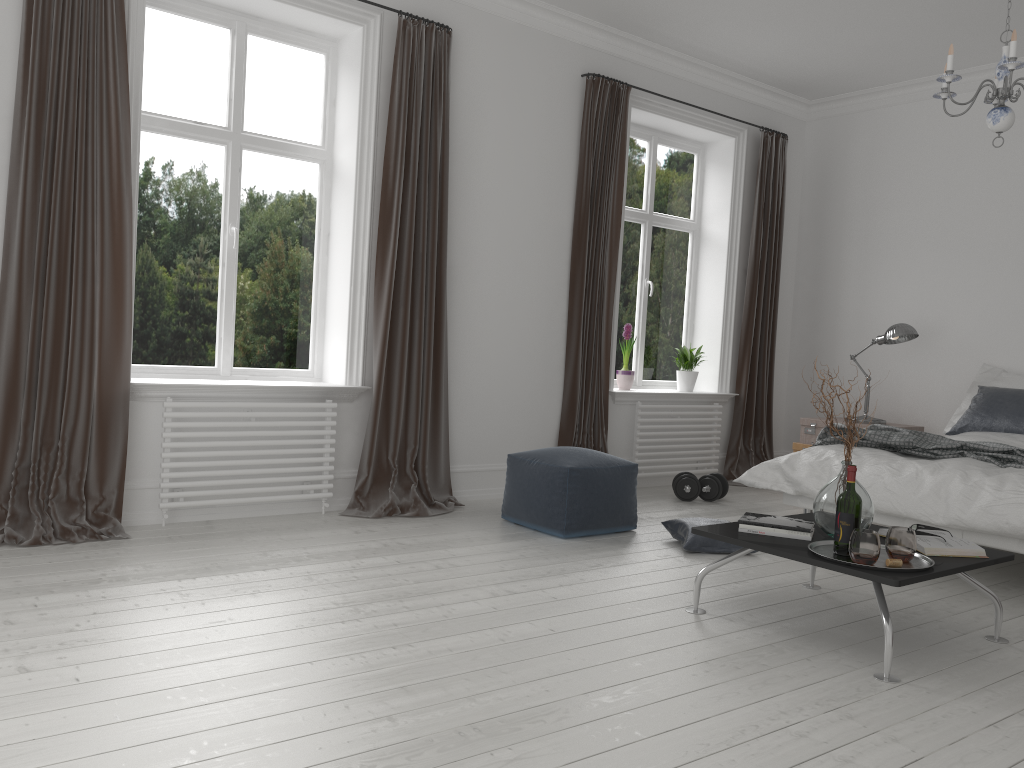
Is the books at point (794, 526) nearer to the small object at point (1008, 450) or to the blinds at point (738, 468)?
the small object at point (1008, 450)

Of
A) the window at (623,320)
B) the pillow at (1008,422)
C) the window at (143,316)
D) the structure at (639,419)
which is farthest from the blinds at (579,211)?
the pillow at (1008,422)

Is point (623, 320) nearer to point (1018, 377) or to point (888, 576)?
point (1018, 377)

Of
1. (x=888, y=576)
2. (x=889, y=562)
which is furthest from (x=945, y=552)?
(x=888, y=576)

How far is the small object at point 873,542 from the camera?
2.8m

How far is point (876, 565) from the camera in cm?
285

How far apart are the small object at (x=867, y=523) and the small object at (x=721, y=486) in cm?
249

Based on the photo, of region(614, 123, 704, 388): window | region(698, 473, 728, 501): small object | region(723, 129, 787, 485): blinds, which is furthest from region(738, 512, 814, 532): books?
region(723, 129, 787, 485): blinds

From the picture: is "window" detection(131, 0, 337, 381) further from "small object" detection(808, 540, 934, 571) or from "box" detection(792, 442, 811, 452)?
"box" detection(792, 442, 811, 452)

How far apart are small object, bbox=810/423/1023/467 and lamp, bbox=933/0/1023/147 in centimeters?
146cm
